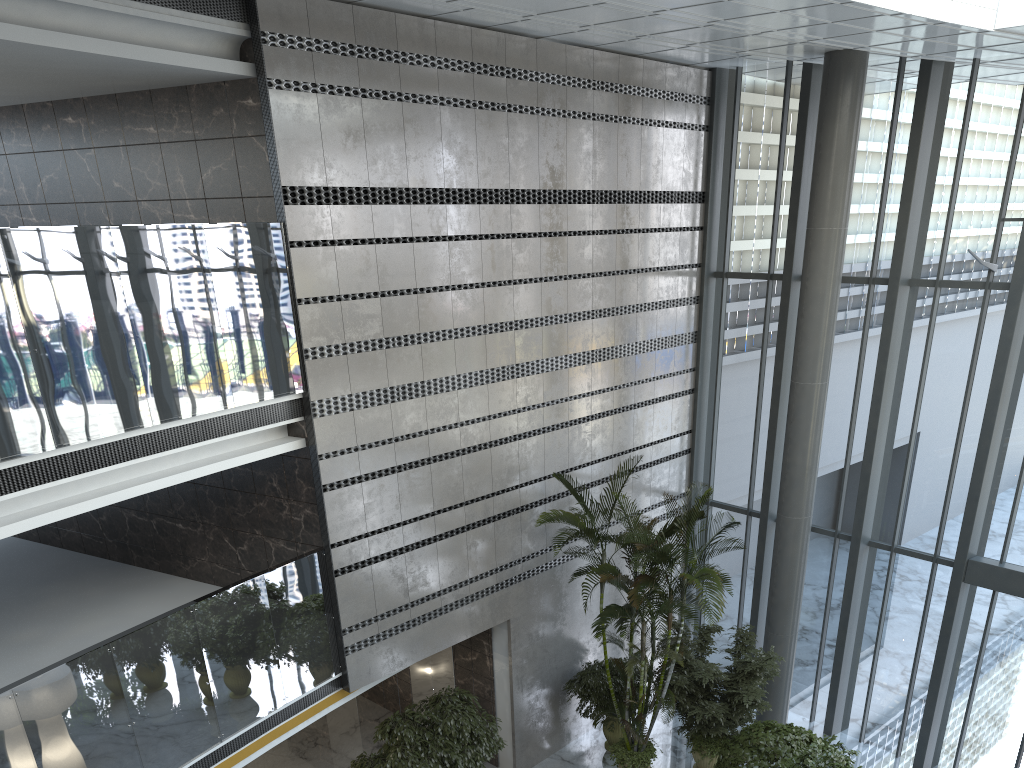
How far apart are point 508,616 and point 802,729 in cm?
361

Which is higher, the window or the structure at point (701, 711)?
the window

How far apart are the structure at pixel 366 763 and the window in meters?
4.7 m

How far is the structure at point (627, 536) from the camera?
9.40m

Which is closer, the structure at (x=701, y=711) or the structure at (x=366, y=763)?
the structure at (x=366, y=763)

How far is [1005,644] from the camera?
10.25m

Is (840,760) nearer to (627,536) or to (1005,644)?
(627,536)

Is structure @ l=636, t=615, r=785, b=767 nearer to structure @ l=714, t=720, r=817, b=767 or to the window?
structure @ l=714, t=720, r=817, b=767

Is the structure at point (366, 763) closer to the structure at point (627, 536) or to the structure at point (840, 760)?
the structure at point (627, 536)

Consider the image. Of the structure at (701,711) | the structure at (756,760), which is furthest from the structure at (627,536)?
the structure at (756,760)
